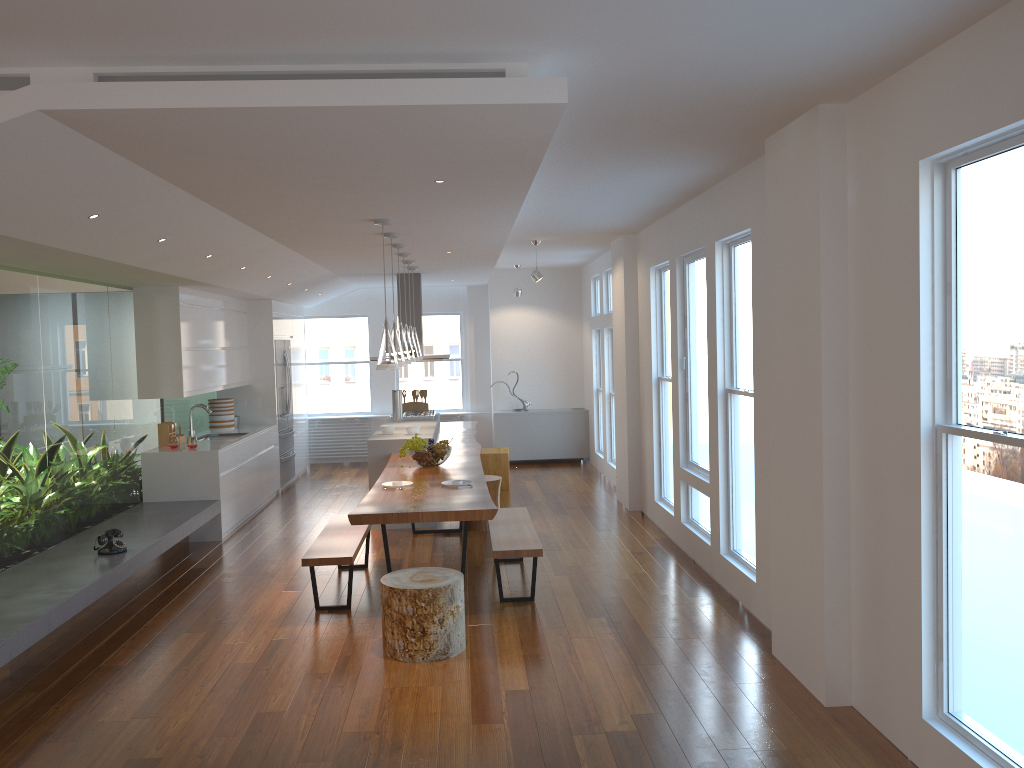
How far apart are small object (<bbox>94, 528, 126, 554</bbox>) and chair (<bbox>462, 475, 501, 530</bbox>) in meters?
3.1 m

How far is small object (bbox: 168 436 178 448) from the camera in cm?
804

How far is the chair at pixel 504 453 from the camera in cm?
1012

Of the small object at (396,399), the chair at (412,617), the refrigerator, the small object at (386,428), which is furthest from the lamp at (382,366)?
the refrigerator

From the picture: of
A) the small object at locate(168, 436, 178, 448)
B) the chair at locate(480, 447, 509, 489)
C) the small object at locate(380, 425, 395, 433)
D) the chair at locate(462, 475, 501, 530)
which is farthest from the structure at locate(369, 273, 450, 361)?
the small object at locate(168, 436, 178, 448)

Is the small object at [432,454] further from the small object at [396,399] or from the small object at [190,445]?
the small object at [396,399]

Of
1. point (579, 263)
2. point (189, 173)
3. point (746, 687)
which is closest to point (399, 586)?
point (746, 687)

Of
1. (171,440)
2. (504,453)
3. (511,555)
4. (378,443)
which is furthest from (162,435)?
(511,555)

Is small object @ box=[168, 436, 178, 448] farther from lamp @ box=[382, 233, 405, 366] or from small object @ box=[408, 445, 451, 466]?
lamp @ box=[382, 233, 405, 366]

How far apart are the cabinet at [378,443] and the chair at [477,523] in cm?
69
